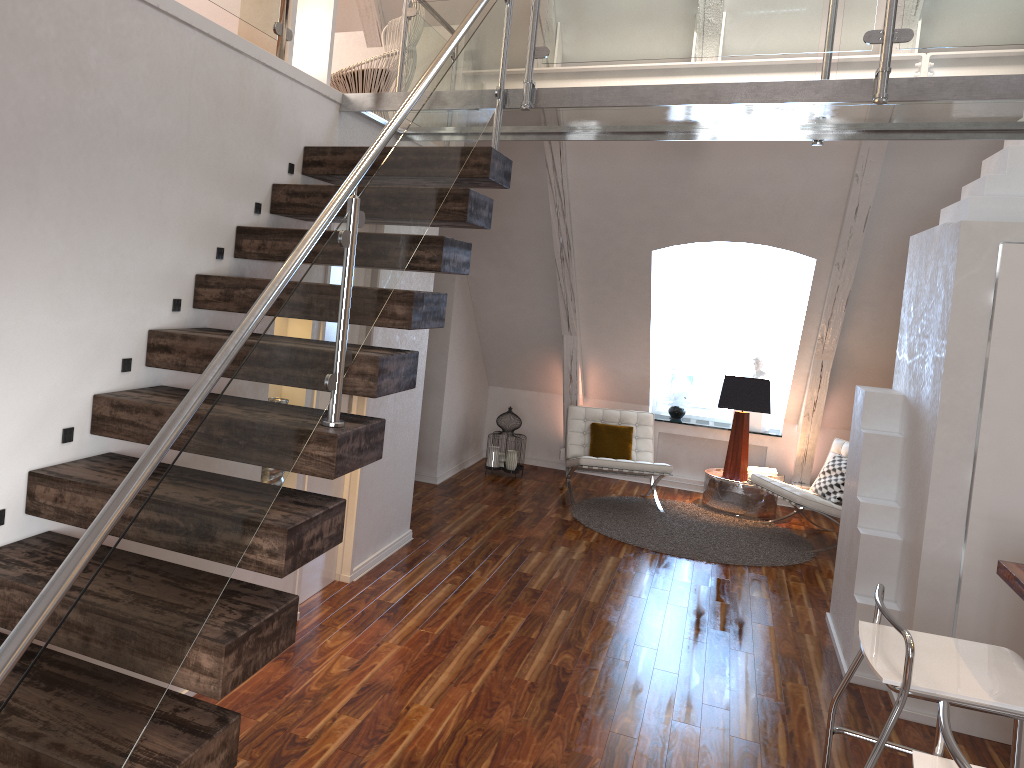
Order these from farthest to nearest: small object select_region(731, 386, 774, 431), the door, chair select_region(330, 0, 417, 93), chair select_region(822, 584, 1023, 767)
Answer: small object select_region(731, 386, 774, 431) → chair select_region(330, 0, 417, 93) → the door → chair select_region(822, 584, 1023, 767)

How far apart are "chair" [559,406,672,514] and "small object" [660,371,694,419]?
0.7m

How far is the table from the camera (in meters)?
6.82

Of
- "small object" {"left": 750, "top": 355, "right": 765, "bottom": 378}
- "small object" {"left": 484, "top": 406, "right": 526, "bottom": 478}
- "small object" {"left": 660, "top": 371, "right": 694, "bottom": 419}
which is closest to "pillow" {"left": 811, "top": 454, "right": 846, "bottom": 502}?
"small object" {"left": 750, "top": 355, "right": 765, "bottom": 378}

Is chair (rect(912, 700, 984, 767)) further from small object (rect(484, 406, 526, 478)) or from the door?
small object (rect(484, 406, 526, 478))

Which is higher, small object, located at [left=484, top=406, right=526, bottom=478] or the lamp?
the lamp

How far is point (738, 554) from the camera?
5.8m

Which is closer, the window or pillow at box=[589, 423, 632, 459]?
pillow at box=[589, 423, 632, 459]

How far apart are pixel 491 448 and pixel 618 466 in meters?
1.2 m

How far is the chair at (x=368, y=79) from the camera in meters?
4.5 m
